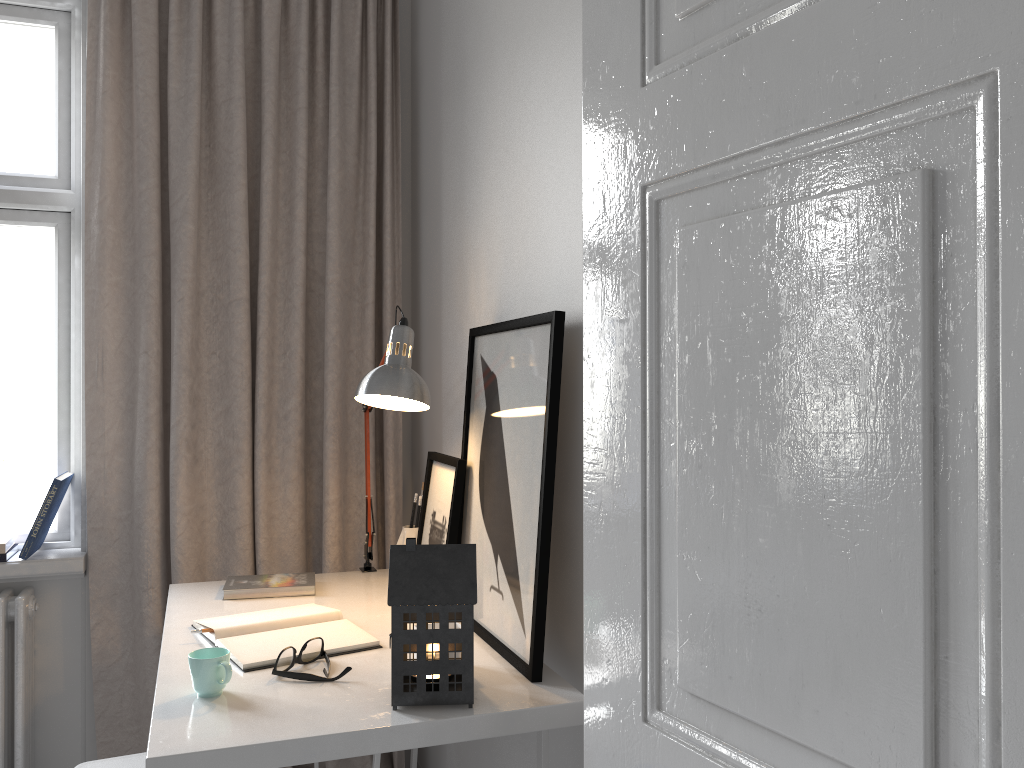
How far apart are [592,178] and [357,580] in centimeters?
145cm

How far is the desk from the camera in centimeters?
123cm

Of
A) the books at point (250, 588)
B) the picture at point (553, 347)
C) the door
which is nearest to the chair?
the books at point (250, 588)

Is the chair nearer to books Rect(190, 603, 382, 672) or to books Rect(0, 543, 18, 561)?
books Rect(190, 603, 382, 672)

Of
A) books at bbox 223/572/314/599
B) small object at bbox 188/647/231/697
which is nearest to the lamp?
books at bbox 223/572/314/599

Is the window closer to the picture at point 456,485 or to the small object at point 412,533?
the small object at point 412,533

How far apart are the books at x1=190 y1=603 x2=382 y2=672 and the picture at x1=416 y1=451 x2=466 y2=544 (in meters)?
0.26

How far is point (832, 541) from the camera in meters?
0.8 m

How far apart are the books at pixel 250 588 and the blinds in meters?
0.2 m

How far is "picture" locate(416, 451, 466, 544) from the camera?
1.87m
